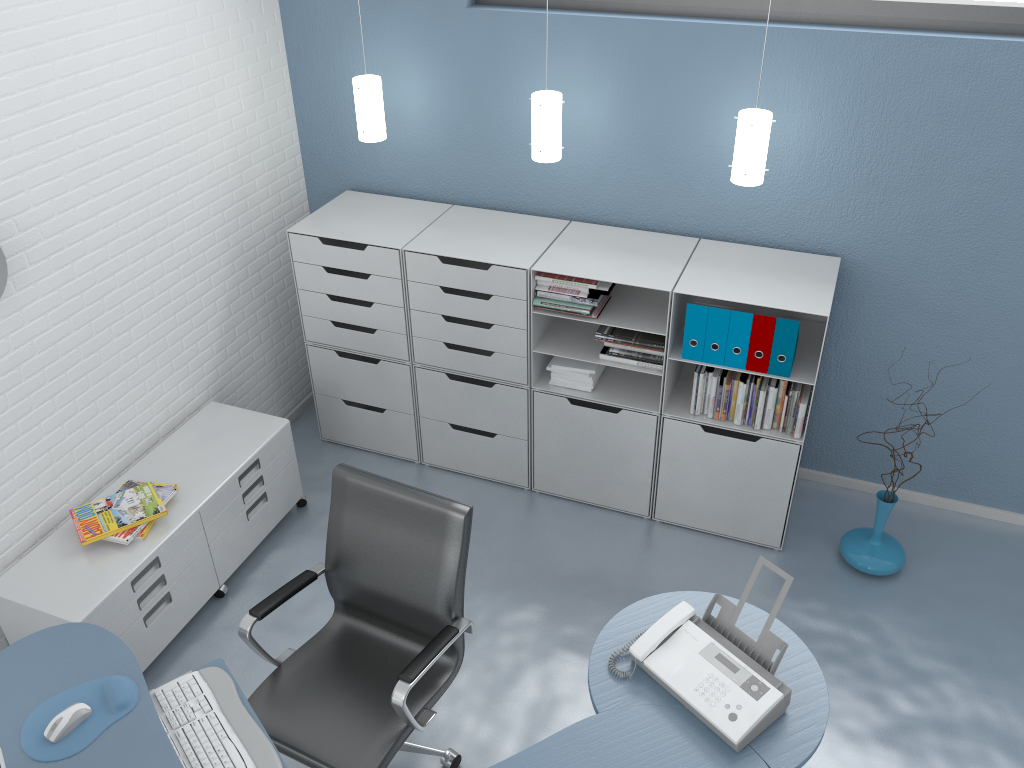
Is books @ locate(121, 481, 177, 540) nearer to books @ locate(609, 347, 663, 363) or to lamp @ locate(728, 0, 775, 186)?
books @ locate(609, 347, 663, 363)

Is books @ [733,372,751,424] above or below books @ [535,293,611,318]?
below

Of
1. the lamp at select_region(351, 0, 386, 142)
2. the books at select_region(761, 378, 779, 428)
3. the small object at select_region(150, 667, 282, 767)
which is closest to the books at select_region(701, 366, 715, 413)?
the books at select_region(761, 378, 779, 428)

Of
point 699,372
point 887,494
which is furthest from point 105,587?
point 887,494

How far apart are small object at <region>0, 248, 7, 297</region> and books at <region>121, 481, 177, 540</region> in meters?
1.0 m

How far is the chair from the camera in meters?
2.6

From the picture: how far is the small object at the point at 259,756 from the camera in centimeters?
222cm

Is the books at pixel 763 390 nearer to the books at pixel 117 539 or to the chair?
the chair

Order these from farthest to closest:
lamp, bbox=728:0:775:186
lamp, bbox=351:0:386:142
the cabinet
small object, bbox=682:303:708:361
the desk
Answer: lamp, bbox=351:0:386:142 < small object, bbox=682:303:708:361 < lamp, bbox=728:0:775:186 < the cabinet < the desk

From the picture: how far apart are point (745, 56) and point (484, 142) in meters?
1.2
